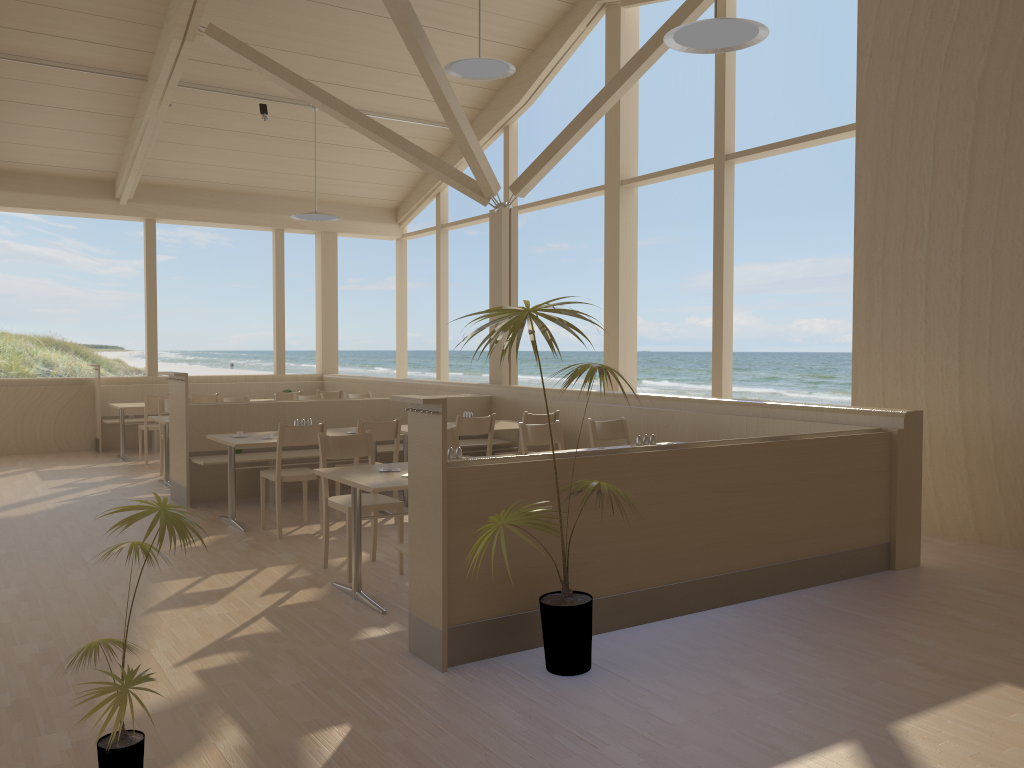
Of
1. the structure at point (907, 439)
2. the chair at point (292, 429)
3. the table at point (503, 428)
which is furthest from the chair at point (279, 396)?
the chair at point (292, 429)

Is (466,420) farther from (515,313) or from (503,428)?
(515,313)

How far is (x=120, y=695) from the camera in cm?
236

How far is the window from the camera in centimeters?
799cm

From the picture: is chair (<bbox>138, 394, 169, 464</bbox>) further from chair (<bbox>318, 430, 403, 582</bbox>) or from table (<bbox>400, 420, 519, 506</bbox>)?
chair (<bbox>318, 430, 403, 582</bbox>)

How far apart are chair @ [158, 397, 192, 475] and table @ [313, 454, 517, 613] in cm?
491

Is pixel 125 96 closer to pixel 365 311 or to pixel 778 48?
pixel 778 48

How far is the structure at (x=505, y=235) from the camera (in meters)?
9.09

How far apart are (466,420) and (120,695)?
4.4m

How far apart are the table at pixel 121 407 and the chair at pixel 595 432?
6.2m
